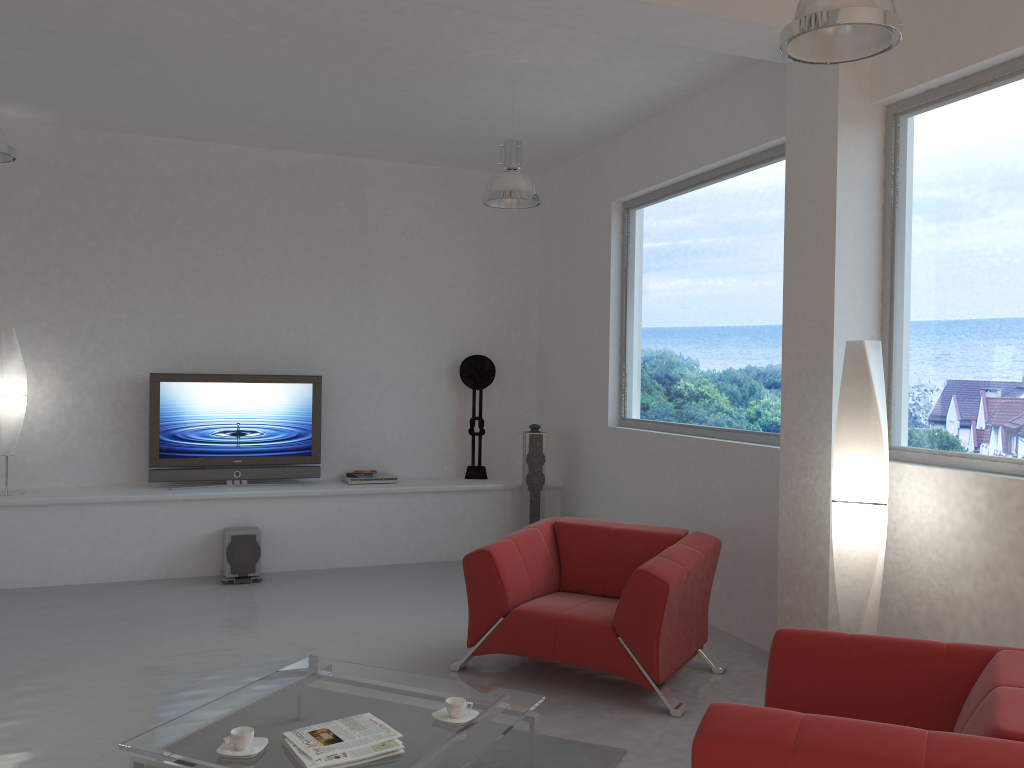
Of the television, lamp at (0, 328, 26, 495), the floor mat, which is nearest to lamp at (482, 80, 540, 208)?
the television

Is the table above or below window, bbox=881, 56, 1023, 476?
below

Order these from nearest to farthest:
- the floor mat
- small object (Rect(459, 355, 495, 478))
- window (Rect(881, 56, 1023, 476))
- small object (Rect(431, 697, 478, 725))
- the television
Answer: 1. small object (Rect(431, 697, 478, 725))
2. the floor mat
3. window (Rect(881, 56, 1023, 476))
4. the television
5. small object (Rect(459, 355, 495, 478))

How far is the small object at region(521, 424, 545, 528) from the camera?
7.5 meters

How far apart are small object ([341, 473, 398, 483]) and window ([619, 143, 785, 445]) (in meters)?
2.04

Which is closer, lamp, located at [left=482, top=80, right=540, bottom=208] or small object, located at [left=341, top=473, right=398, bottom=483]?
lamp, located at [left=482, top=80, right=540, bottom=208]

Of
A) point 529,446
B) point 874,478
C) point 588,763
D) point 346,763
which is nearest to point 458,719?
point 346,763

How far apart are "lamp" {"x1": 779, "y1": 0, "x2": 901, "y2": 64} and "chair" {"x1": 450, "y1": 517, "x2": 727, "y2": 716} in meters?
2.4 m

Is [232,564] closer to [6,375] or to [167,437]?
[167,437]

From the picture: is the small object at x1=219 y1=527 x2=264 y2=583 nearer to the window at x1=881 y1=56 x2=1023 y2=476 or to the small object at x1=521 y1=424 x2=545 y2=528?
the small object at x1=521 y1=424 x2=545 y2=528
